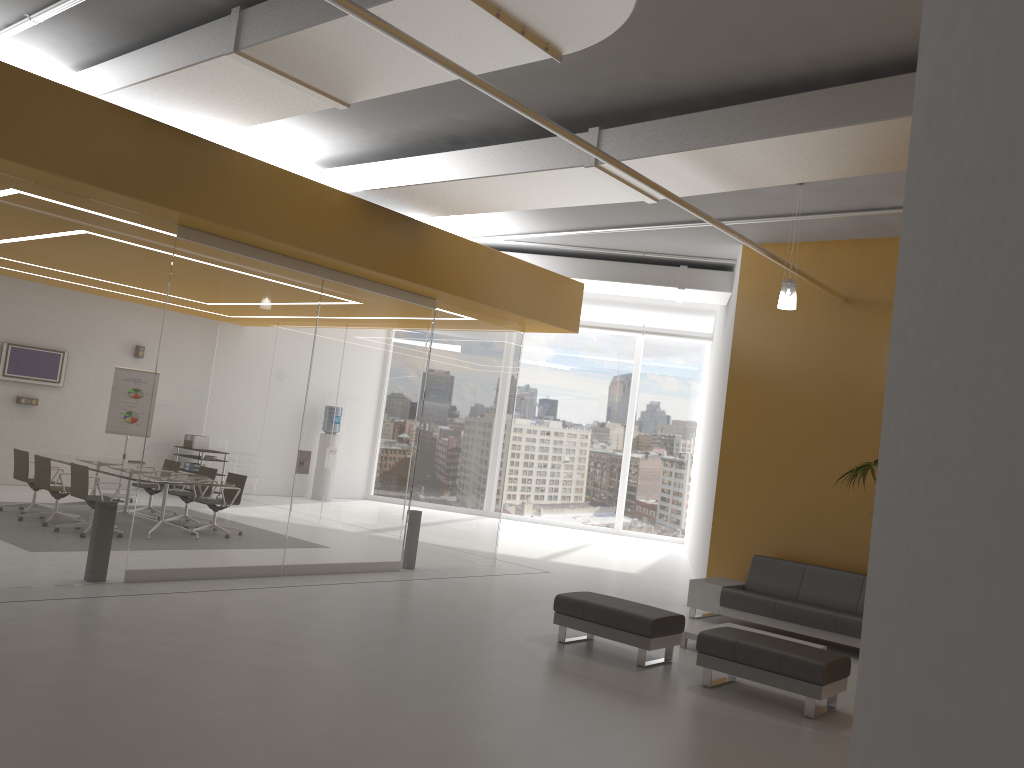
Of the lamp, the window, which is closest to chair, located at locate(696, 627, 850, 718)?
the lamp

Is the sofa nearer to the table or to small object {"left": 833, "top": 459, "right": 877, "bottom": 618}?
the table

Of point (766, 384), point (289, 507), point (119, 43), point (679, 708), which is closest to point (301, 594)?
point (289, 507)

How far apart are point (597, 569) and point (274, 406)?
5.9m

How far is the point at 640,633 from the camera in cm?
722

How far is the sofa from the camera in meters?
8.8

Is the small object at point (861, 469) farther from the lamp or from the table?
the table

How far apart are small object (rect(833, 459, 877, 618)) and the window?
11.24m

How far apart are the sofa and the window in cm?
880

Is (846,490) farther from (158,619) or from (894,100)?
(158,619)
